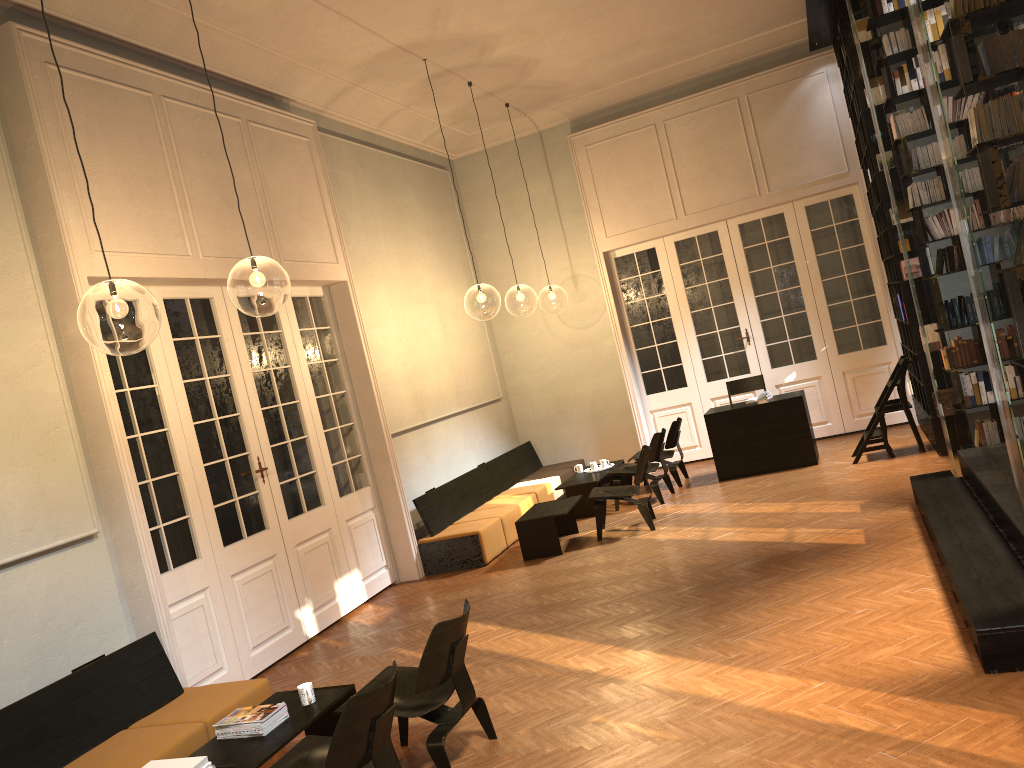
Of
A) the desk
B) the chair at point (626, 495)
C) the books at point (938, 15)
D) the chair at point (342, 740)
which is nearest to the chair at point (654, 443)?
the desk

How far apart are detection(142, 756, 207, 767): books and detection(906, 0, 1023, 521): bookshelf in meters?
4.0

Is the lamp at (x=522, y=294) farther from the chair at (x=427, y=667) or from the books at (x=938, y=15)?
the chair at (x=427, y=667)

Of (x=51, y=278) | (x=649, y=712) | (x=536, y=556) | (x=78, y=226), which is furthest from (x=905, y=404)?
(x=51, y=278)

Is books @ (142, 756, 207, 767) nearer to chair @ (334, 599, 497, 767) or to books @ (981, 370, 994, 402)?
chair @ (334, 599, 497, 767)

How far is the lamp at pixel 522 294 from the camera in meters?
23.7

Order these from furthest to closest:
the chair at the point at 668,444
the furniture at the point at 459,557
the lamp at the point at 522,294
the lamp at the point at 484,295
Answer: the lamp at the point at 522,294
the lamp at the point at 484,295
the chair at the point at 668,444
the furniture at the point at 459,557

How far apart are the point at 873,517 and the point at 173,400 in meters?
5.8 m

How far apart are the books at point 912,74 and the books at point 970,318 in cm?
179

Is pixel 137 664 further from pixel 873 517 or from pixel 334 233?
pixel 873 517
